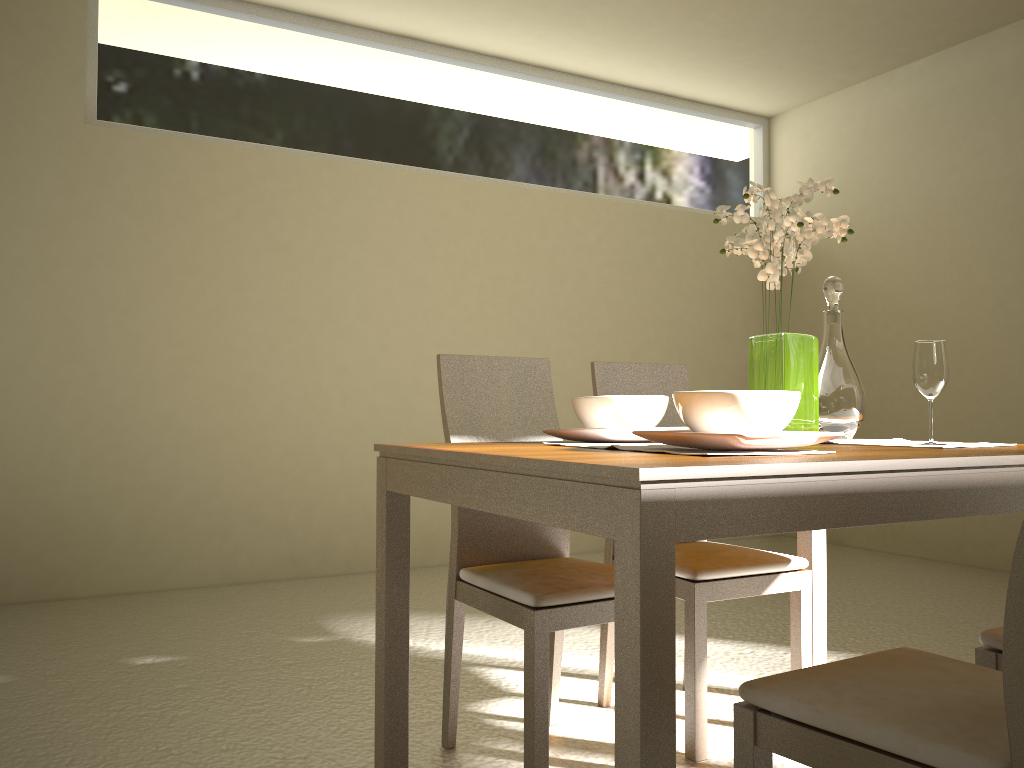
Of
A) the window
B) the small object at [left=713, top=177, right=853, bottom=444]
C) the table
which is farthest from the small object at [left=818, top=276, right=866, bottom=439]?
the window

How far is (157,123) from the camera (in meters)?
4.40

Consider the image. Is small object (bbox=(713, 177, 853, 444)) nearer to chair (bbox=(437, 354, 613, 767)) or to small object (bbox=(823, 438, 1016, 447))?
small object (bbox=(823, 438, 1016, 447))

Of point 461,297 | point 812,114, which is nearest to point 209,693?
point 461,297

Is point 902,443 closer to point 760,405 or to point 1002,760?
point 760,405

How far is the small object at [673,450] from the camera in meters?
1.6

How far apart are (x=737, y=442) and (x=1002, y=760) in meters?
0.6 m

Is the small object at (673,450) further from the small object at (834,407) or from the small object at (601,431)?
the small object at (834,407)

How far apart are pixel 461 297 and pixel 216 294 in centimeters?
135cm

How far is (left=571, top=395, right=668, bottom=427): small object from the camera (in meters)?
2.02
